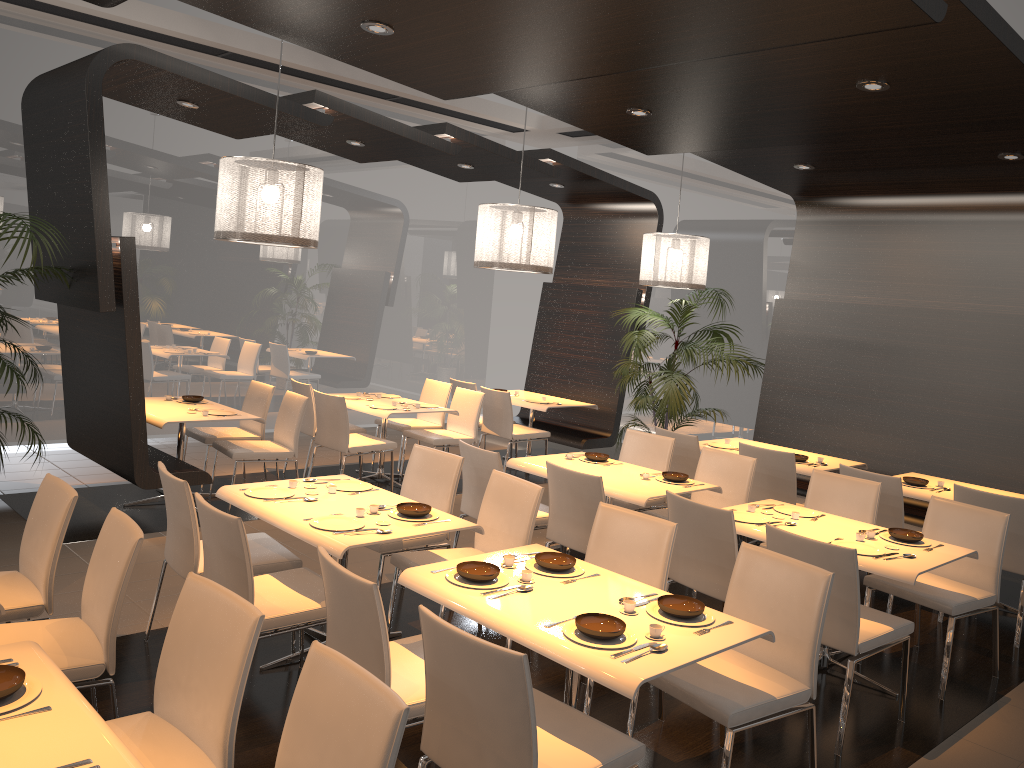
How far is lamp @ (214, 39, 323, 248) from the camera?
5.13m

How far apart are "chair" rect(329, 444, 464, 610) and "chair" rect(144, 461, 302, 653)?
0.5 meters

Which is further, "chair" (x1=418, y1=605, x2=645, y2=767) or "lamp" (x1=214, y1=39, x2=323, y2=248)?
"lamp" (x1=214, y1=39, x2=323, y2=248)

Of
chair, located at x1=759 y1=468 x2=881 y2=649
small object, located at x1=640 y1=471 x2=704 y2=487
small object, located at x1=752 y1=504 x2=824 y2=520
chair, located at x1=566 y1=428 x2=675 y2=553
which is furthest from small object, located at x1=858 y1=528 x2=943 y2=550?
chair, located at x1=566 y1=428 x2=675 y2=553

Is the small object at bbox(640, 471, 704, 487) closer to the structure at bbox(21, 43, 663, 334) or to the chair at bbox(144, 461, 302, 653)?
the chair at bbox(144, 461, 302, 653)

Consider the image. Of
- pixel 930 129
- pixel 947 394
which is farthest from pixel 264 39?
pixel 947 394

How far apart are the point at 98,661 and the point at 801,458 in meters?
5.1

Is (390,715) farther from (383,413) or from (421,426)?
(421,426)

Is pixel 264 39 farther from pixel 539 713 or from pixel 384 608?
pixel 539 713

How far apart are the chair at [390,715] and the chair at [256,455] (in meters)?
4.50
